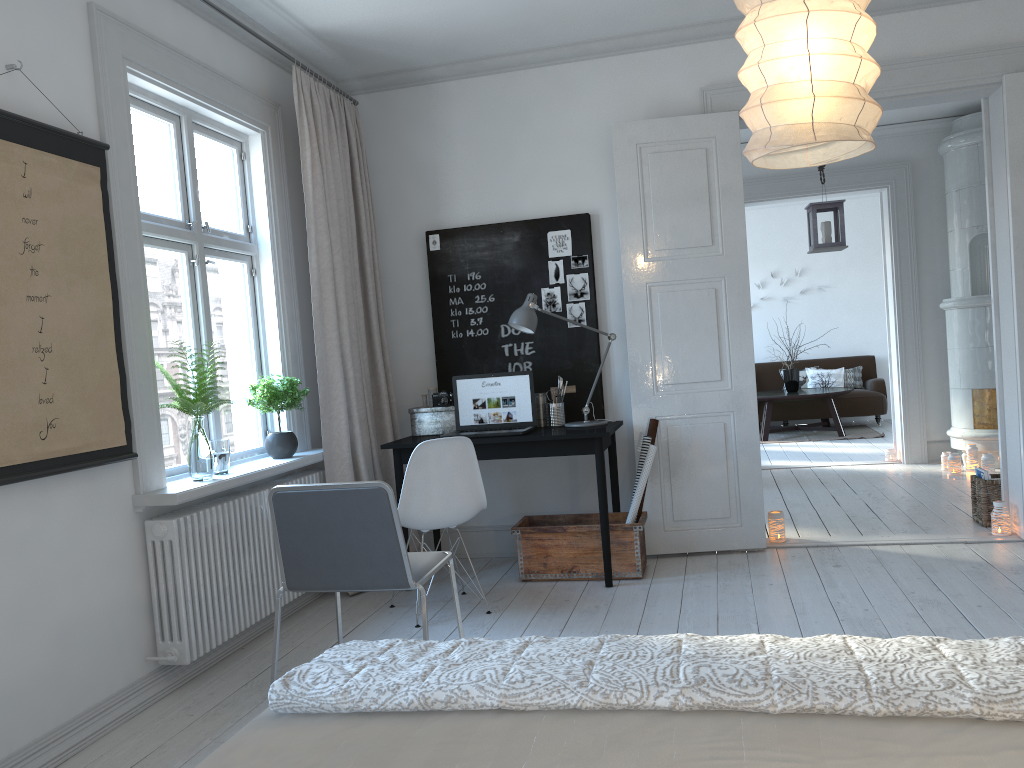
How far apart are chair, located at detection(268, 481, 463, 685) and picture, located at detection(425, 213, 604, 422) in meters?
1.9 m

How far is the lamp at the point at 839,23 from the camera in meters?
2.1 m

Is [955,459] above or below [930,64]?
below

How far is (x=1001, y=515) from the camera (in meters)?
4.64

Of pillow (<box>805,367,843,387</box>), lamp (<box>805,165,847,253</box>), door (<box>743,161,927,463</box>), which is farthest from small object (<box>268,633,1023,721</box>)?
pillow (<box>805,367,843,387</box>)

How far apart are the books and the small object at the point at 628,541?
2.0m

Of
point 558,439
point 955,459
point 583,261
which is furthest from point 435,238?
point 955,459

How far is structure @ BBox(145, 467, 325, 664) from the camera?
3.3m

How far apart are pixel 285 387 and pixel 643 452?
1.8 meters

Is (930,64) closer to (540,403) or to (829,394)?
(540,403)
